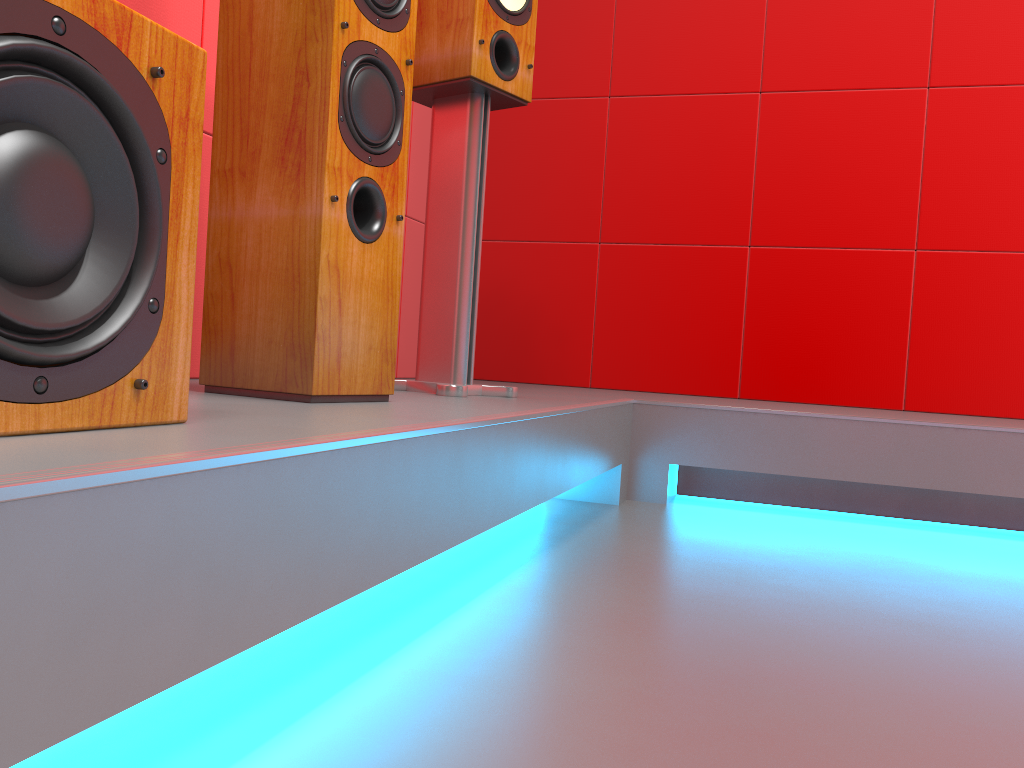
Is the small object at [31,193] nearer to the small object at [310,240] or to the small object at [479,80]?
the small object at [310,240]

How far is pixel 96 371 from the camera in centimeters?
74cm

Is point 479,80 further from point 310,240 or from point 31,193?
point 31,193

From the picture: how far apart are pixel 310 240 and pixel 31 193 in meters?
0.6 m

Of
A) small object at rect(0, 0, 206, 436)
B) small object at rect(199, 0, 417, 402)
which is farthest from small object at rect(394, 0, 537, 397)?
small object at rect(0, 0, 206, 436)

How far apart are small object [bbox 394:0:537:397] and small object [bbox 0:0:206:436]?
0.93m

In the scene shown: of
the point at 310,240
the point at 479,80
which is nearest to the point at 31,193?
the point at 310,240

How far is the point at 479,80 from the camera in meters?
1.8 m

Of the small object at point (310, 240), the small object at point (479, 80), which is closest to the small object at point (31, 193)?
the small object at point (310, 240)

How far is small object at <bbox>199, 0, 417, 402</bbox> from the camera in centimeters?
128cm
